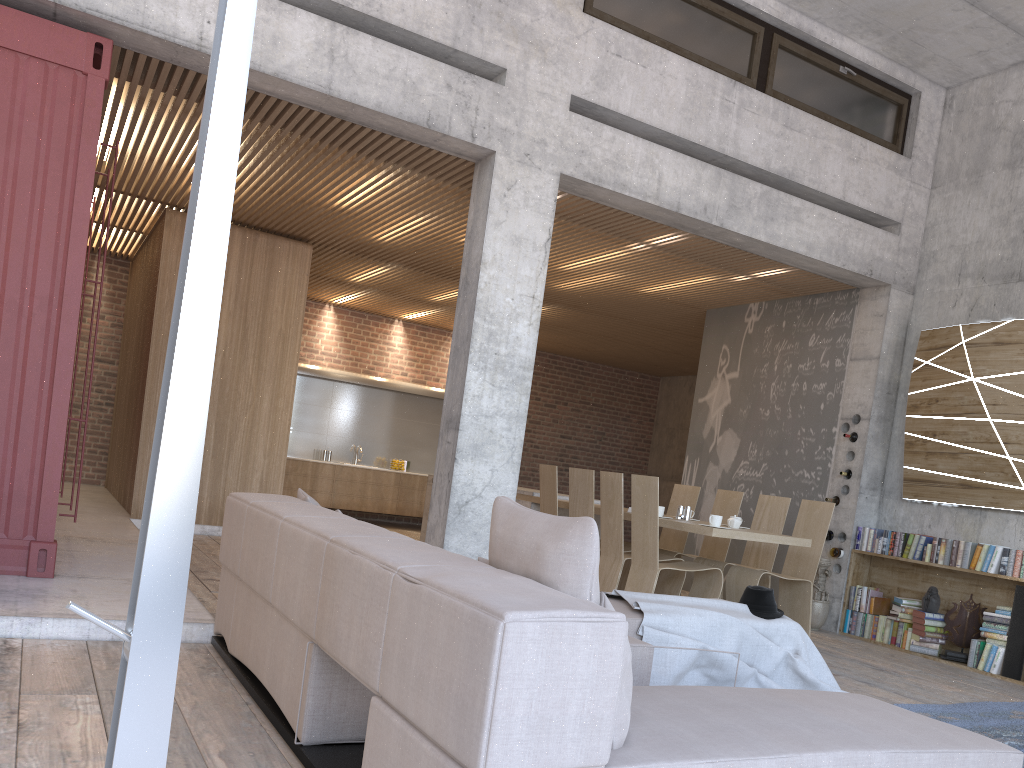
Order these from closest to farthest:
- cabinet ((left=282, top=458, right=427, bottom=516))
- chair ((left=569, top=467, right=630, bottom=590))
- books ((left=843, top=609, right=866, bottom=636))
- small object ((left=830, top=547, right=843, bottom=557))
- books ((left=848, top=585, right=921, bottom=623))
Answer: chair ((left=569, top=467, right=630, bottom=590))
books ((left=848, top=585, right=921, bottom=623))
books ((left=843, top=609, right=866, bottom=636))
small object ((left=830, top=547, right=843, bottom=557))
cabinet ((left=282, top=458, right=427, bottom=516))

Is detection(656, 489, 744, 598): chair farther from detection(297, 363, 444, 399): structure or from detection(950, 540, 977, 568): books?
detection(297, 363, 444, 399): structure

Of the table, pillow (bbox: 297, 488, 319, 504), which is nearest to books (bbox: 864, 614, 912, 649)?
the table

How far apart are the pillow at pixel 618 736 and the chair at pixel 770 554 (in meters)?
5.12

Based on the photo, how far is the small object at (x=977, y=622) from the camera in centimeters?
707cm

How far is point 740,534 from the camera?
6.30m

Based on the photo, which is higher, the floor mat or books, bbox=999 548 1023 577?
books, bbox=999 548 1023 577

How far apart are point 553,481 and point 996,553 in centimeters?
355cm

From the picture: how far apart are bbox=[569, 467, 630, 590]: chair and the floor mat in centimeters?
272cm

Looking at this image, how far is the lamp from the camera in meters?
1.6 m
